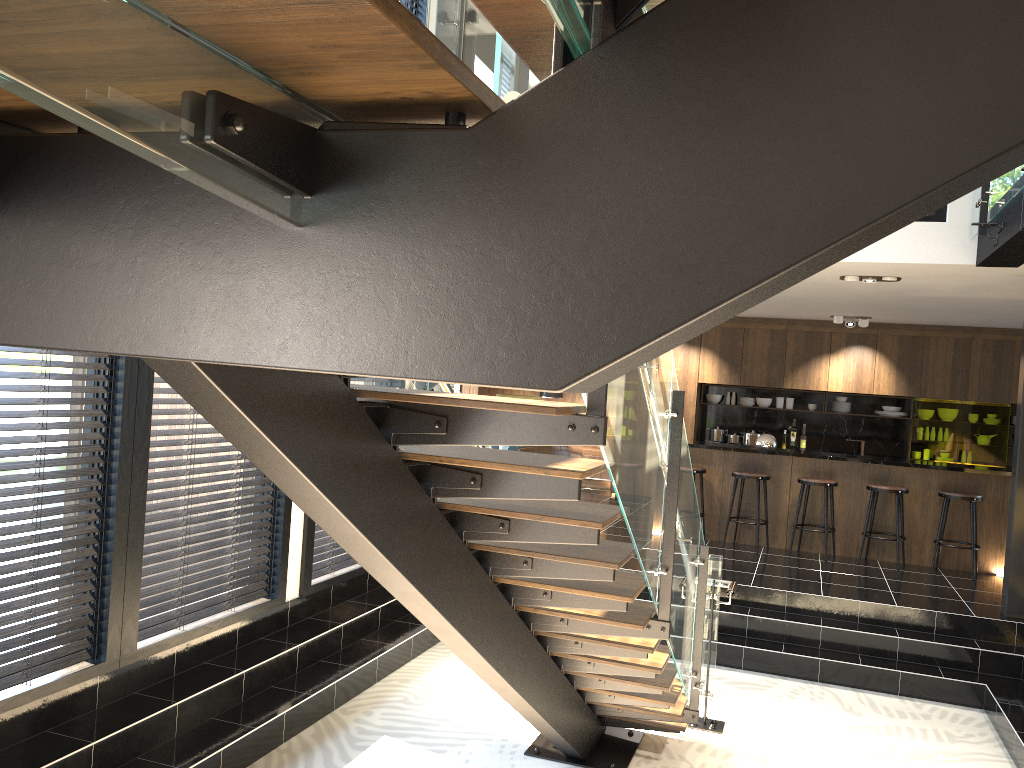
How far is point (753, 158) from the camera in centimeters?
75cm

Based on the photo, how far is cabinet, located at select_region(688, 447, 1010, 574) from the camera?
8.8 meters

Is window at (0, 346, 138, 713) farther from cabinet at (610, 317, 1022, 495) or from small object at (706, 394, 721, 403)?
small object at (706, 394, 721, 403)

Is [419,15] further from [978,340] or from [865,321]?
[978,340]

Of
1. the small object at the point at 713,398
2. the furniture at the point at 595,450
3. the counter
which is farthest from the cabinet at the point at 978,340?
the counter

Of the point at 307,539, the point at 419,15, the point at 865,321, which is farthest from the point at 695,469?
the point at 419,15

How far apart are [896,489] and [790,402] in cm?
408

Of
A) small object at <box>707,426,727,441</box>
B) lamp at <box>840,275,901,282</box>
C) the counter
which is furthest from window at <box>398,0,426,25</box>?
small object at <box>707,426,727,441</box>

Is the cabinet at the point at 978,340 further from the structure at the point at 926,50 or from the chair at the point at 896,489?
the structure at the point at 926,50

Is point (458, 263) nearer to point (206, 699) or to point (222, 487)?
point (206, 699)
